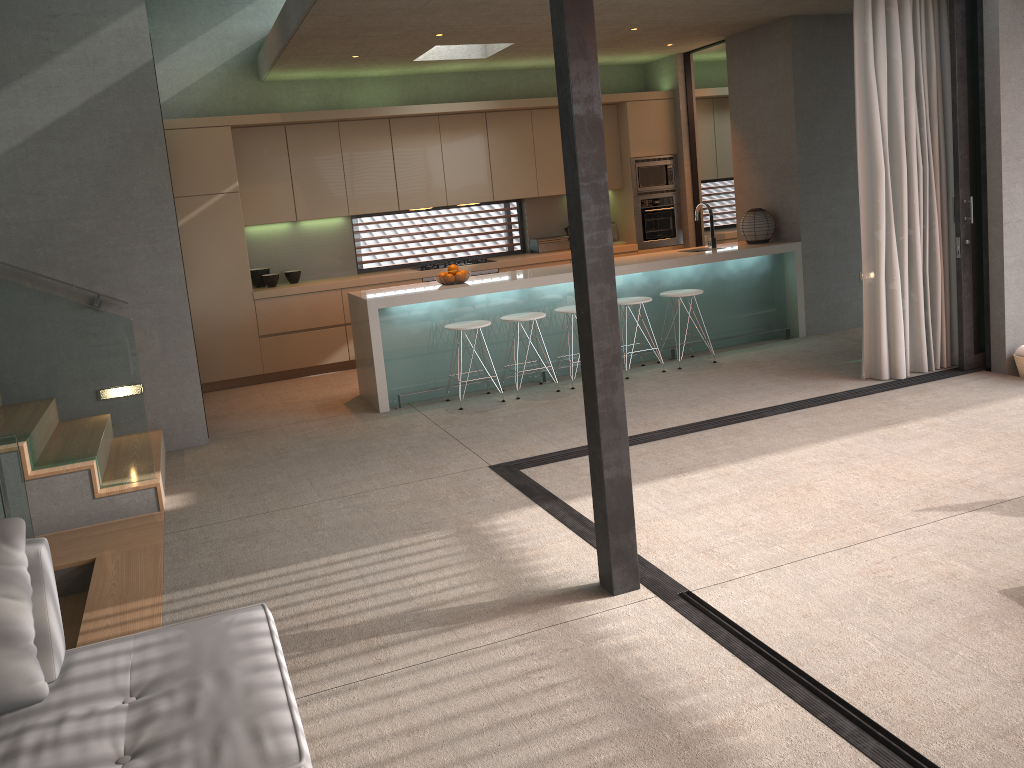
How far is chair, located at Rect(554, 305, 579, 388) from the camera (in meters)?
7.26

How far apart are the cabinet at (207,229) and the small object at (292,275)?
0.3m

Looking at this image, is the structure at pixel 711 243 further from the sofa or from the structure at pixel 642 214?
the sofa

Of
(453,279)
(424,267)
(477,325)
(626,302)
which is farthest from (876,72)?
(424,267)

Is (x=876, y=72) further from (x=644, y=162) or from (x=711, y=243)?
(x=644, y=162)

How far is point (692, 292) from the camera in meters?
7.6 m

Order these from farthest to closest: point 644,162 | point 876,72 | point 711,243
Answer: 1. point 644,162
2. point 711,243
3. point 876,72

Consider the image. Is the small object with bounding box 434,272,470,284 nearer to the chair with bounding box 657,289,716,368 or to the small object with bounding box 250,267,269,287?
the chair with bounding box 657,289,716,368

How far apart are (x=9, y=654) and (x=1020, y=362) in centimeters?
635cm

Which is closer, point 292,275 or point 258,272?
point 258,272
